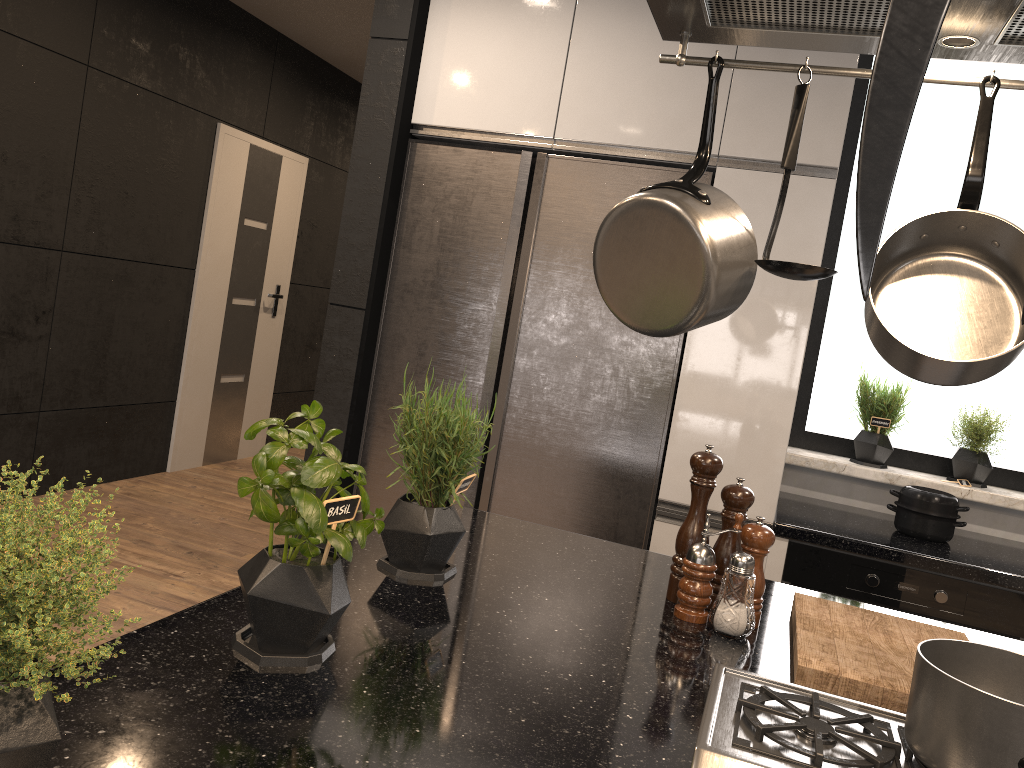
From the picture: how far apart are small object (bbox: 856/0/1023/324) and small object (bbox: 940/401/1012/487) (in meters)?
3.19

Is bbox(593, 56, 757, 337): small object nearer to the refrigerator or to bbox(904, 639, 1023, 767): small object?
bbox(904, 639, 1023, 767): small object

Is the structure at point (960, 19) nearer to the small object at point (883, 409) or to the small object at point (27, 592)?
the small object at point (27, 592)

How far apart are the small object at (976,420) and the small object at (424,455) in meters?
2.1

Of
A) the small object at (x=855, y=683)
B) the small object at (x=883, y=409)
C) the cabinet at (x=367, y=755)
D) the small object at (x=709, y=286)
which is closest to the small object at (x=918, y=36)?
the cabinet at (x=367, y=755)

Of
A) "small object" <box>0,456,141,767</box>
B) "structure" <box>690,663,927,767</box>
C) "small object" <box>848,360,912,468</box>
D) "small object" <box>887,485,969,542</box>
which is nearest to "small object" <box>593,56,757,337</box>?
"structure" <box>690,663,927,767</box>

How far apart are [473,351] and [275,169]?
3.3 meters

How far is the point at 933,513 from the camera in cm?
267

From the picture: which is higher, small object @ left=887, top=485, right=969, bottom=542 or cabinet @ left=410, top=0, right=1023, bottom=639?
cabinet @ left=410, top=0, right=1023, bottom=639

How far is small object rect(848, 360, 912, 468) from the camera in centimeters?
306cm
